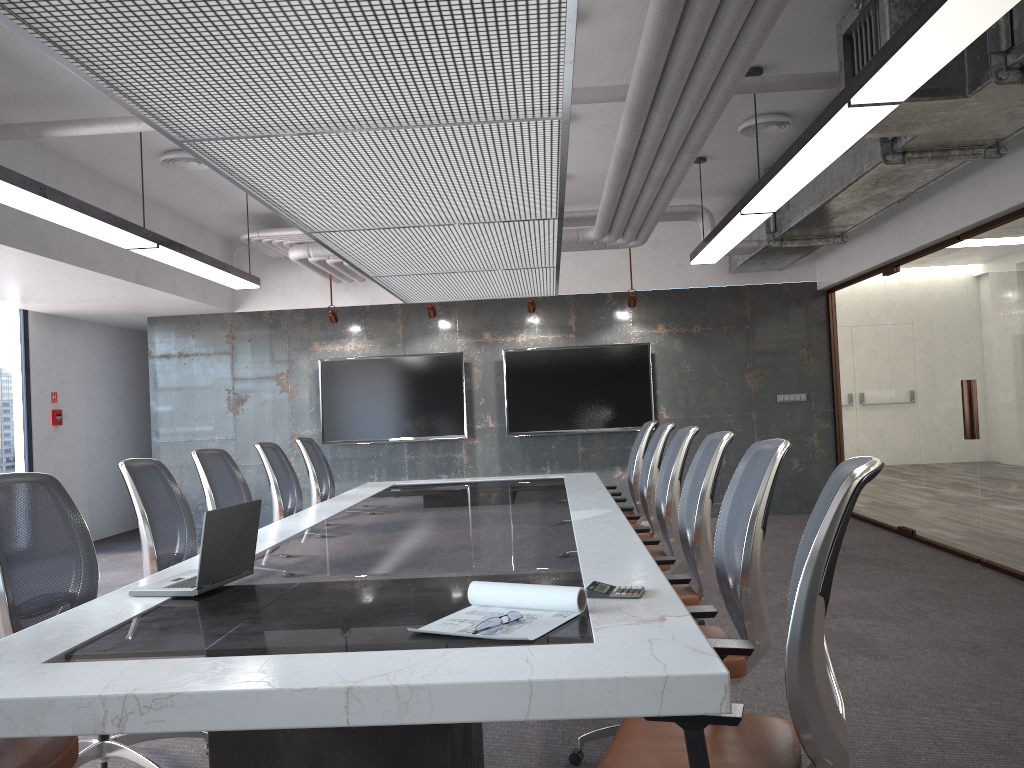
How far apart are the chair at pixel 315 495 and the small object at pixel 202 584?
3.6m

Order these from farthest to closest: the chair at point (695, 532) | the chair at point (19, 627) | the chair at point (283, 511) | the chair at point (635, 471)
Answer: the chair at point (635, 471), the chair at point (283, 511), the chair at point (695, 532), the chair at point (19, 627)

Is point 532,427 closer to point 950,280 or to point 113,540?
point 950,280

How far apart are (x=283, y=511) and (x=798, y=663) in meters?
4.5

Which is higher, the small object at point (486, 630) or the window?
the window

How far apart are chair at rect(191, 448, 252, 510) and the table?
0.5m

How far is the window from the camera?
8.8m

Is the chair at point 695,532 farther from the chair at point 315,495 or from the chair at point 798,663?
the chair at point 315,495

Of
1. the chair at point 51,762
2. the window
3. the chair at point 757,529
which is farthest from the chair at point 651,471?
the window

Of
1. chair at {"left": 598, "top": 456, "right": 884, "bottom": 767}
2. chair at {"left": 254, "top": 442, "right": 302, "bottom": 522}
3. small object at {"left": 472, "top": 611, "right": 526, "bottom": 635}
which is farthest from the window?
chair at {"left": 598, "top": 456, "right": 884, "bottom": 767}
